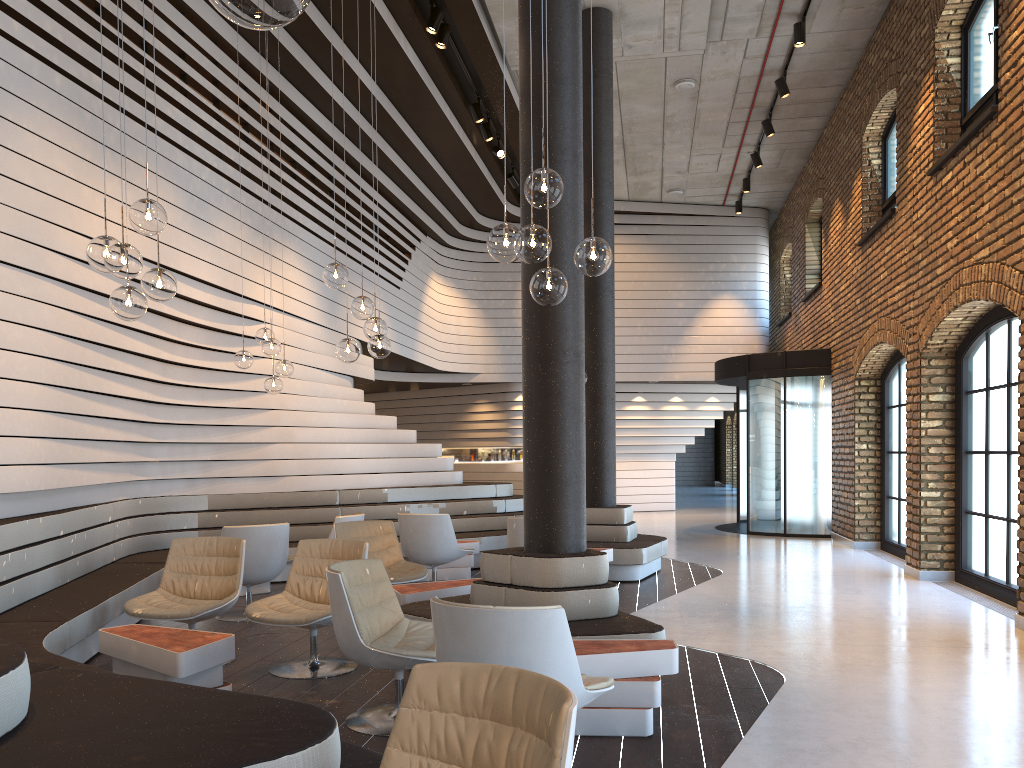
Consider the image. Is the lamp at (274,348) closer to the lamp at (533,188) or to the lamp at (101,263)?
the lamp at (101,263)

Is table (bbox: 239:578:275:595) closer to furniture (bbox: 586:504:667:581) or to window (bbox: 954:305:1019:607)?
furniture (bbox: 586:504:667:581)

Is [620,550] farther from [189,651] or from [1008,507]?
[189,651]

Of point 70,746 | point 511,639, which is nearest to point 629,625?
point 511,639

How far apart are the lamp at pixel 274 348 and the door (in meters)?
8.01

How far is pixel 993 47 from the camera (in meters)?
7.67

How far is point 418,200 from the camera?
14.66m

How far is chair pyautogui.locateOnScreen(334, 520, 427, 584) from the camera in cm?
676

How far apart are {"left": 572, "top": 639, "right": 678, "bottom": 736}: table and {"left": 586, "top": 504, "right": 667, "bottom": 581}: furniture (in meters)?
4.39

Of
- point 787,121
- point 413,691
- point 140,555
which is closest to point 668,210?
point 787,121
